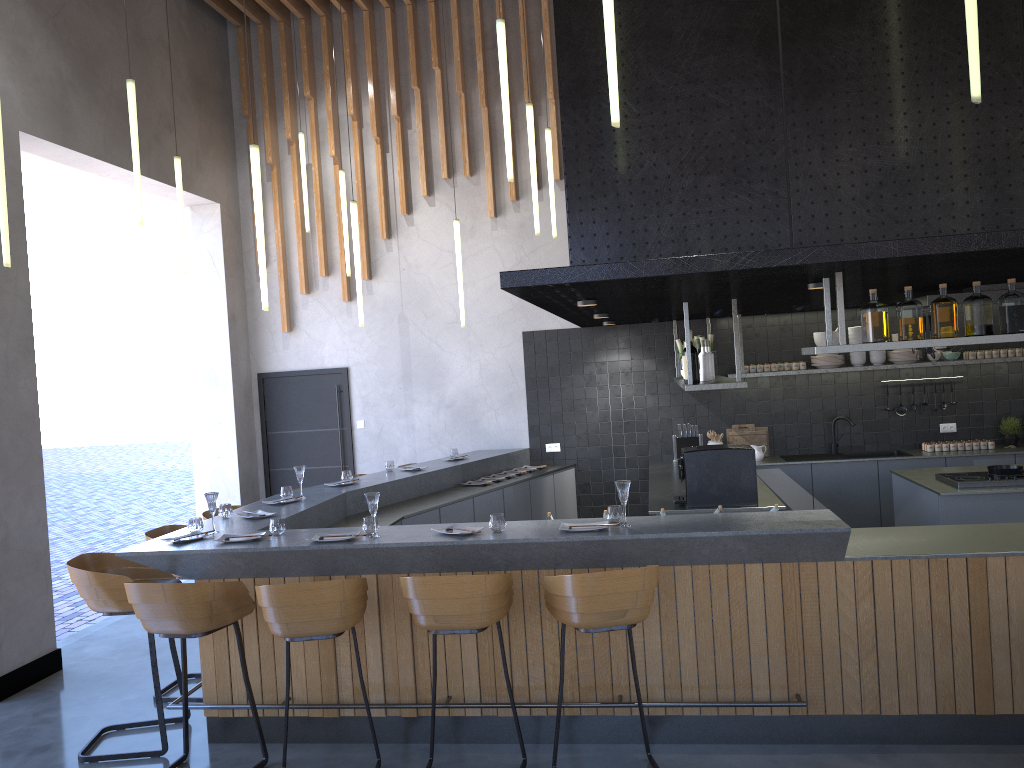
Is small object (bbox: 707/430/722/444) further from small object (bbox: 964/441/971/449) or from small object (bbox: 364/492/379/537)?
small object (bbox: 364/492/379/537)

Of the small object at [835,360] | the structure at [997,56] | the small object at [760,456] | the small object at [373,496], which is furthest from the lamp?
the small object at [760,456]

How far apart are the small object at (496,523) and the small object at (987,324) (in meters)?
2.07

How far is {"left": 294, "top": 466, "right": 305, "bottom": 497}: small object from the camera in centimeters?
632cm

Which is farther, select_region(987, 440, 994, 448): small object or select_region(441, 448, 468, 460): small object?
select_region(441, 448, 468, 460): small object

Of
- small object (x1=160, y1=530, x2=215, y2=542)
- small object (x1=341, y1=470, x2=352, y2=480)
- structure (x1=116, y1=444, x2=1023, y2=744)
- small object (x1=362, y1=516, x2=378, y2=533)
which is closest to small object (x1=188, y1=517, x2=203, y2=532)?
small object (x1=160, y1=530, x2=215, y2=542)

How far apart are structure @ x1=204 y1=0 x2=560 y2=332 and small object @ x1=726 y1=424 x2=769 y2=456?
3.1 meters

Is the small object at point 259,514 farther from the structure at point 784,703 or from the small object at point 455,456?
the small object at point 455,456

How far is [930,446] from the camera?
8.3m

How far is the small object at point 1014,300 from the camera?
4.4 meters
